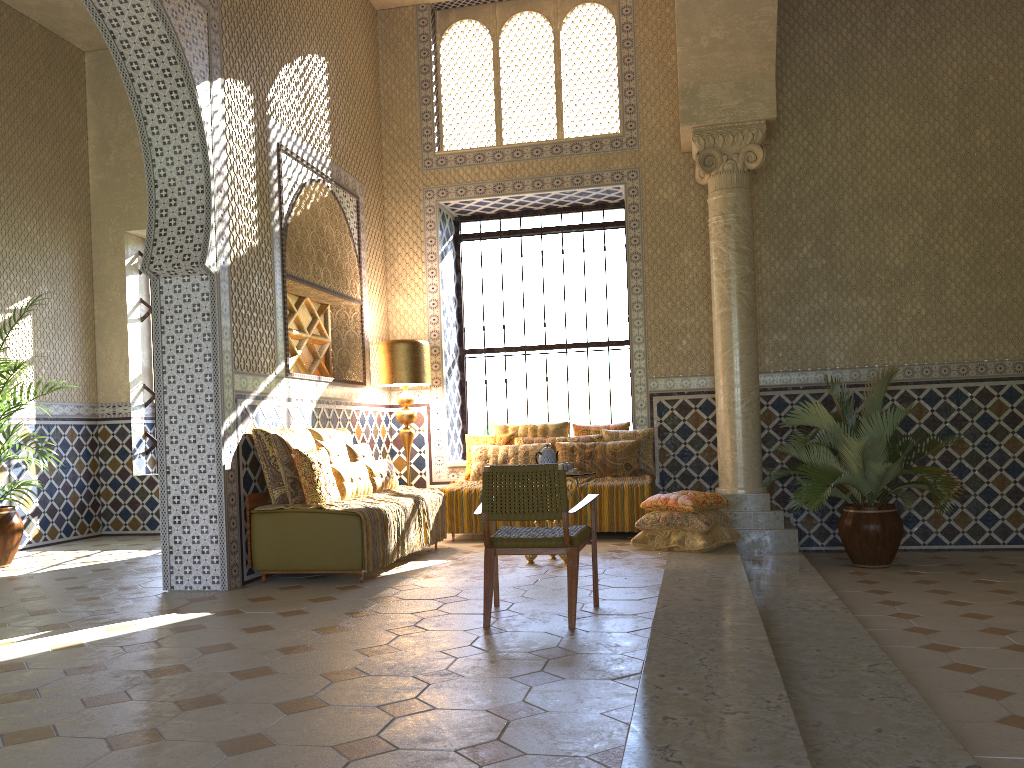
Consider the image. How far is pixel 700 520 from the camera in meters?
10.1

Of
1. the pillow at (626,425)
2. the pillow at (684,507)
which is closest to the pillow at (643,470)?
the pillow at (626,425)

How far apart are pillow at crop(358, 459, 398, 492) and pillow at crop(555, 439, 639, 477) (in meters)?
2.41

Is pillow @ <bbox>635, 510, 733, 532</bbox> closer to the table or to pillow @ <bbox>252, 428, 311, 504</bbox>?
the table

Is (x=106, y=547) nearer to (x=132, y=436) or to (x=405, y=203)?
(x=132, y=436)

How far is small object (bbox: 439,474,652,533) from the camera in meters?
11.4

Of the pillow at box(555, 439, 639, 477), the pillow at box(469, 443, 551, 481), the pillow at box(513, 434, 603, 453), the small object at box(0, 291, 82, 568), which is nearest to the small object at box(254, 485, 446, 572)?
the pillow at box(469, 443, 551, 481)

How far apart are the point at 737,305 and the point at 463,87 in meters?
5.6

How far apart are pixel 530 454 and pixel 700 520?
3.0 meters

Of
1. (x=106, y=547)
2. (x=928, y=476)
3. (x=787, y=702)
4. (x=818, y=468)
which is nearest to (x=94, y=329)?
(x=106, y=547)
